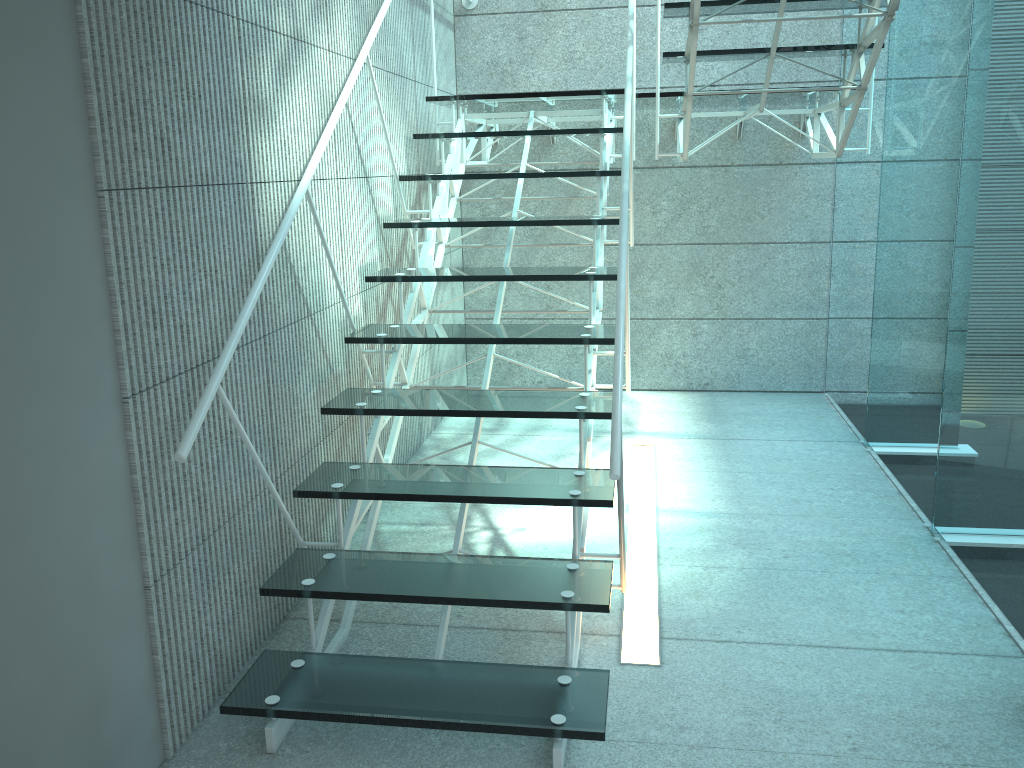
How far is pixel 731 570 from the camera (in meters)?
2.75

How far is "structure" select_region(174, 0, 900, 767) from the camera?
1.9m

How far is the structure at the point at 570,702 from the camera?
1.9m

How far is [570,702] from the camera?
1.9 meters
